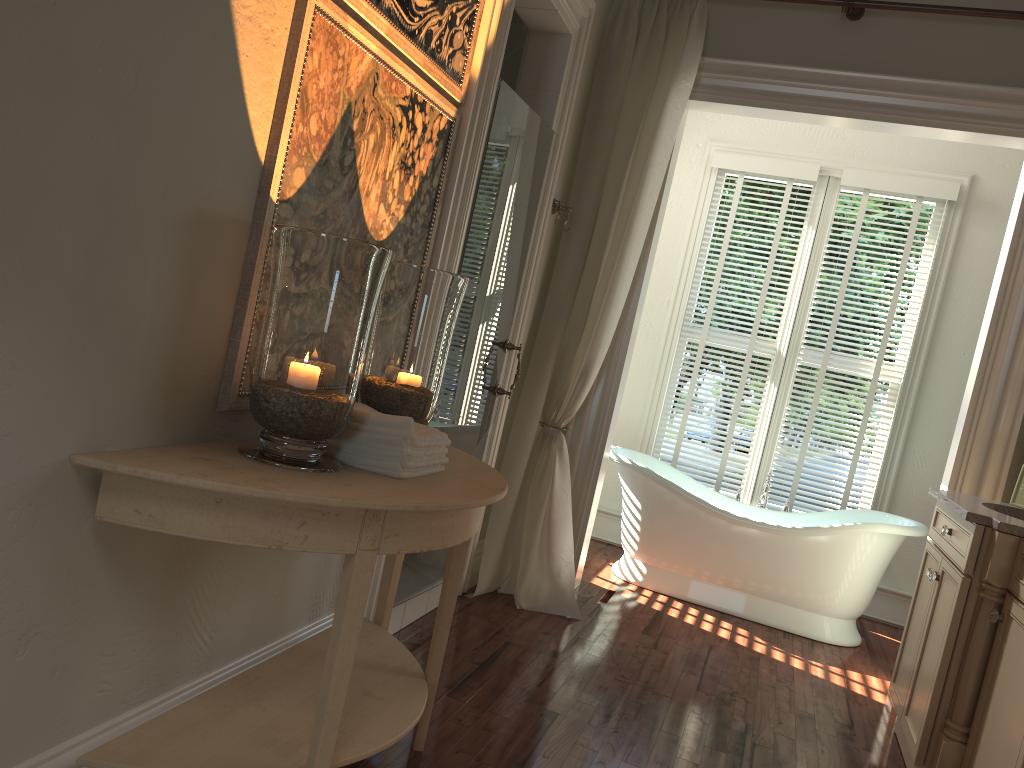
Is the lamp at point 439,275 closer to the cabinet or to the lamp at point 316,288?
the lamp at point 316,288

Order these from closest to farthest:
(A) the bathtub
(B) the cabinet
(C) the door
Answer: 1. (B) the cabinet
2. (C) the door
3. (A) the bathtub

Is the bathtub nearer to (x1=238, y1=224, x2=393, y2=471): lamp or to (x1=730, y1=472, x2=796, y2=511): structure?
(x1=730, y1=472, x2=796, y2=511): structure

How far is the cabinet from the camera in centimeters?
238cm

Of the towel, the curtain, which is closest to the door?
the curtain

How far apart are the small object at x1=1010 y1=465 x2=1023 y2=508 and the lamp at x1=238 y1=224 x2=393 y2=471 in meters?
2.6

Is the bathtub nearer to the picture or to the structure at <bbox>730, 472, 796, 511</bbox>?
the structure at <bbox>730, 472, 796, 511</bbox>

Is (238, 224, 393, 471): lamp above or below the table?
above

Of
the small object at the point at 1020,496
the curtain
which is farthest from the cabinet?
the curtain

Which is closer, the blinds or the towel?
the towel
